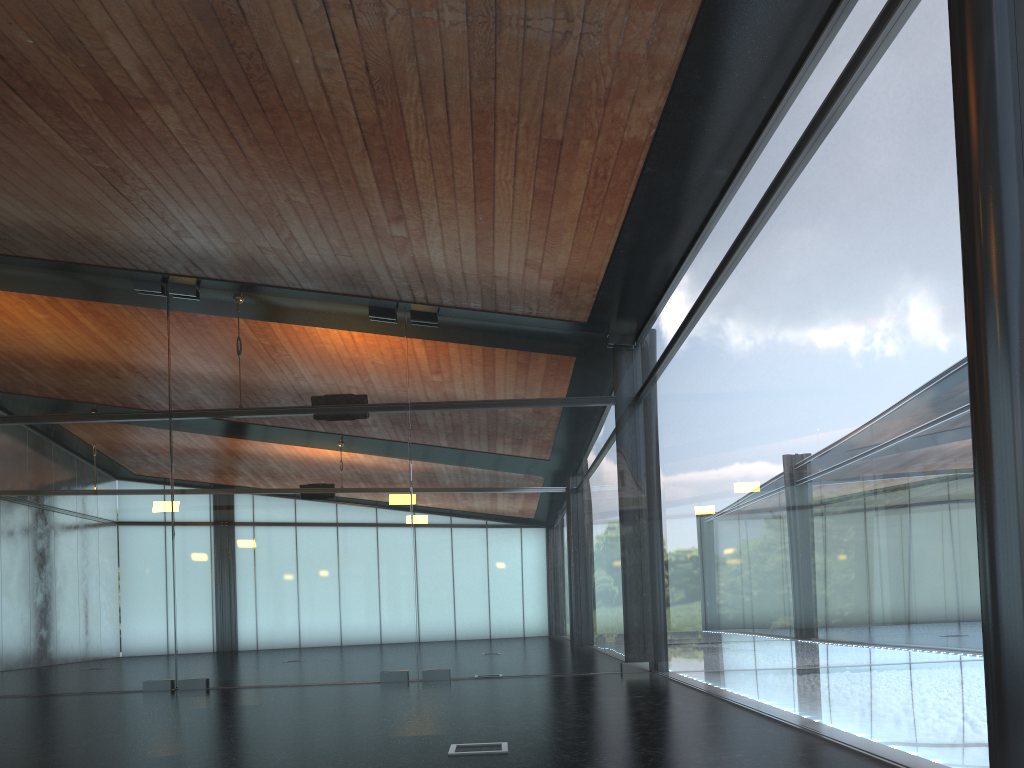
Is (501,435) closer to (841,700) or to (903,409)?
(841,700)
